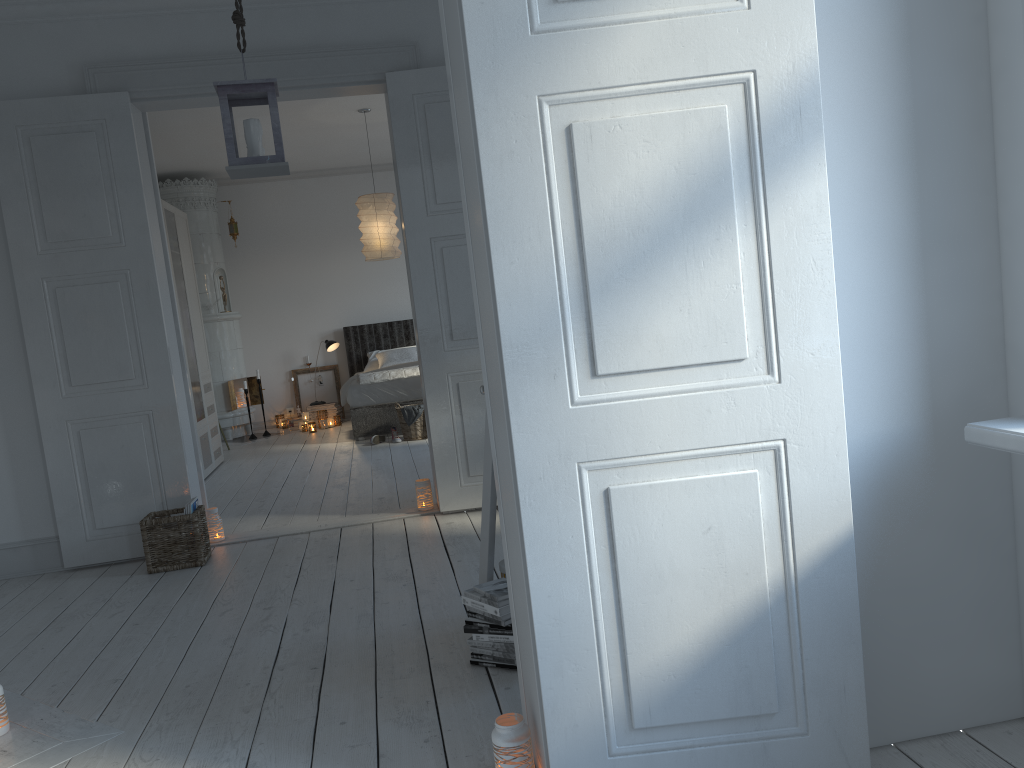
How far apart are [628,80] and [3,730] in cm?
254

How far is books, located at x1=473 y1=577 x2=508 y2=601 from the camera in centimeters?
266cm

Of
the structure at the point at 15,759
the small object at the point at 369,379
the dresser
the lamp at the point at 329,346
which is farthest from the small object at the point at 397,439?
the structure at the point at 15,759

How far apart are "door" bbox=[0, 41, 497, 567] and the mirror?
1.93m

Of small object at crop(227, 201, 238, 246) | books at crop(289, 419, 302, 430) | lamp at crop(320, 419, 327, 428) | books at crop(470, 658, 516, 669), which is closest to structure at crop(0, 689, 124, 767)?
books at crop(470, 658, 516, 669)

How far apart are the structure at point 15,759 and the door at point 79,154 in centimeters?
163cm

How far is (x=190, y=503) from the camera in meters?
4.3 m

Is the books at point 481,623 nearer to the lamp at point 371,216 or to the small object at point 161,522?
the small object at point 161,522

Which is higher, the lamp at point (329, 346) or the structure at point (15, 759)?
the lamp at point (329, 346)

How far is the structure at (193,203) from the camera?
9.2m
